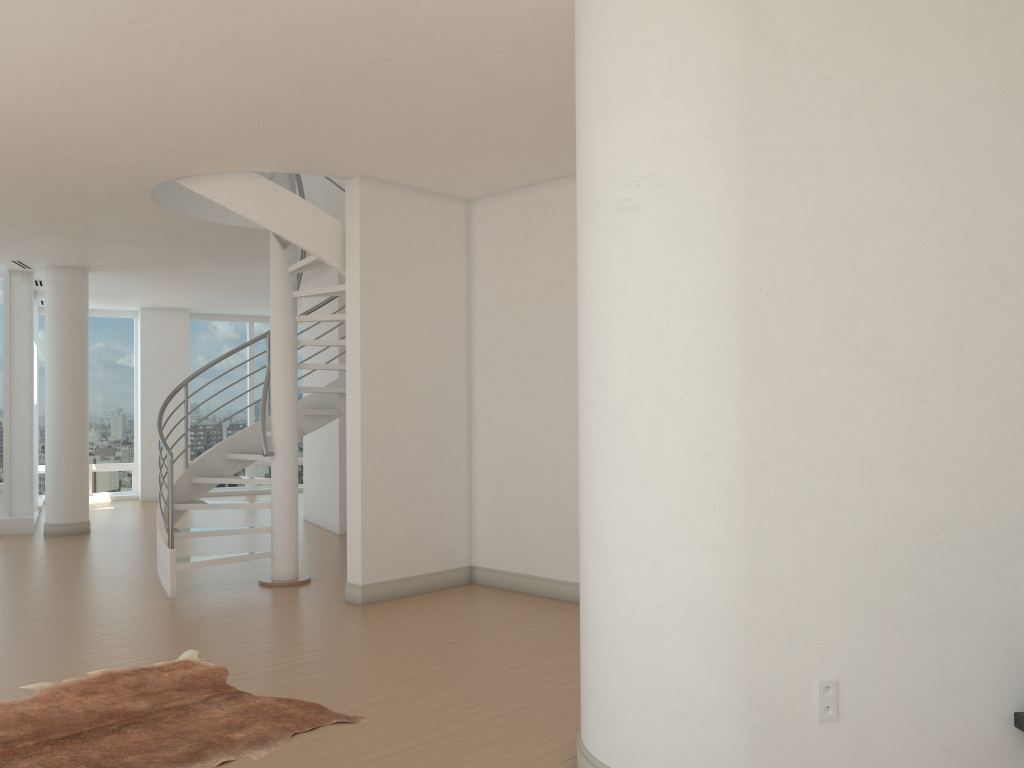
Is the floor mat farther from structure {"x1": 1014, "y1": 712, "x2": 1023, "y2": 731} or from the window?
the window

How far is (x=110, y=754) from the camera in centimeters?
389cm

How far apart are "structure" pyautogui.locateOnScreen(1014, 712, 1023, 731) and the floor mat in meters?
2.9

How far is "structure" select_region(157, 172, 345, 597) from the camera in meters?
7.0 m

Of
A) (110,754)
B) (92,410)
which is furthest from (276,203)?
(92,410)

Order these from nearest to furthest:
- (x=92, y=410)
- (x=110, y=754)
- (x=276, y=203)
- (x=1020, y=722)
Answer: (x=1020, y=722) → (x=110, y=754) → (x=276, y=203) → (x=92, y=410)

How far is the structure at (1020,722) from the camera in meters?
3.1

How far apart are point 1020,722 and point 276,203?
5.9 meters

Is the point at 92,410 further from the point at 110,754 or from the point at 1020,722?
the point at 1020,722

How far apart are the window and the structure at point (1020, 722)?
11.7 meters
